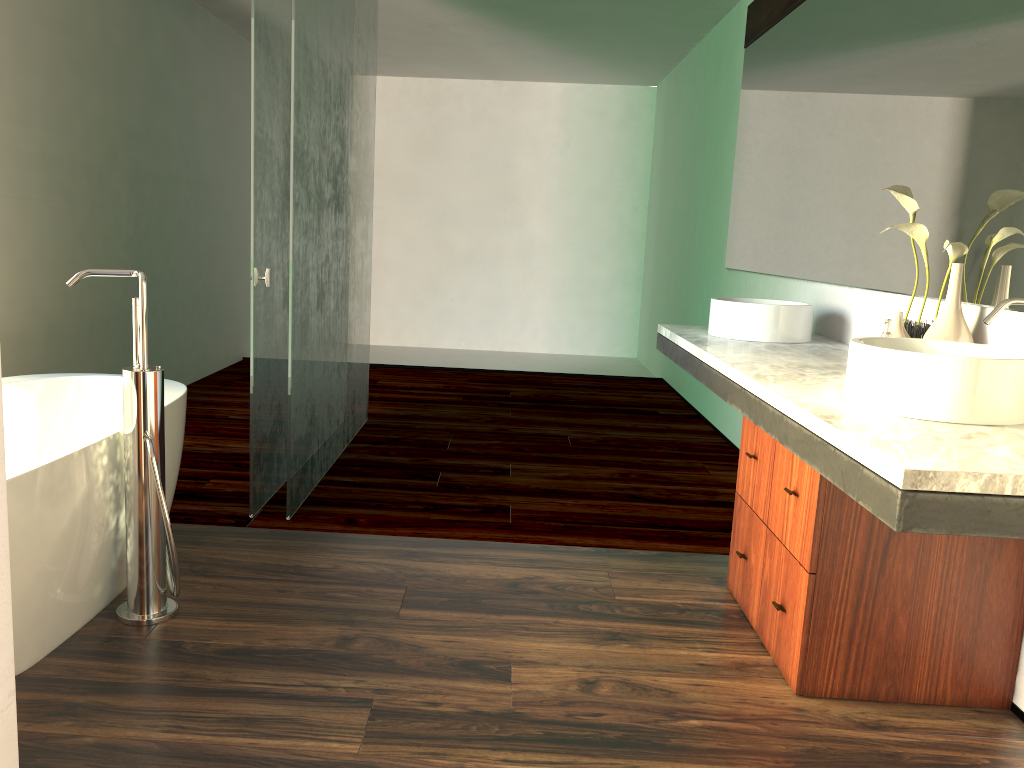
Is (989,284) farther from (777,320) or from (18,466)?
(18,466)

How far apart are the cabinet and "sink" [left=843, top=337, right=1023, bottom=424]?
0.19m

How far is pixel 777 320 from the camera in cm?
308

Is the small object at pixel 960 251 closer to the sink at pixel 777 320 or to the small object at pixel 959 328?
the small object at pixel 959 328

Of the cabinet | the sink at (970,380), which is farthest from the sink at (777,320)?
the sink at (970,380)

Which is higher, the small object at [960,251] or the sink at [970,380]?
the small object at [960,251]

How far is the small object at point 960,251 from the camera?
2.3m

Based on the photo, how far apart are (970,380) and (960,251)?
0.7 meters

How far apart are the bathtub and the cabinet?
1.66m

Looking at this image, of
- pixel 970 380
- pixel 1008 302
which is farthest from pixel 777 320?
pixel 970 380
